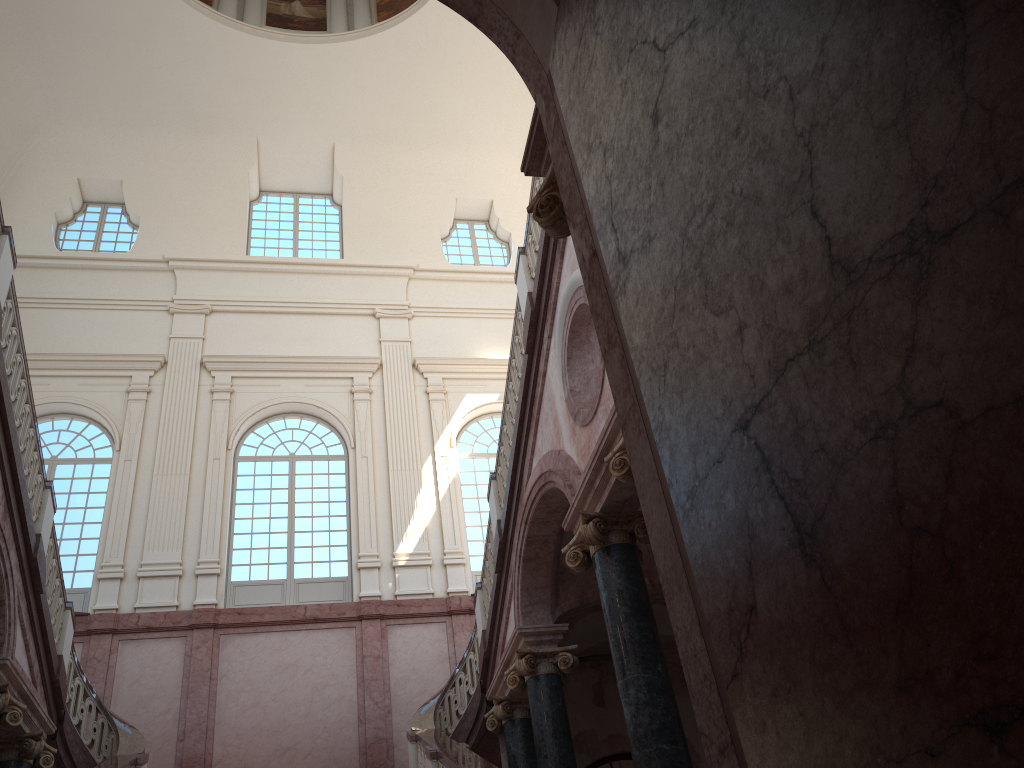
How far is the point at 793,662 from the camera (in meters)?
1.85
